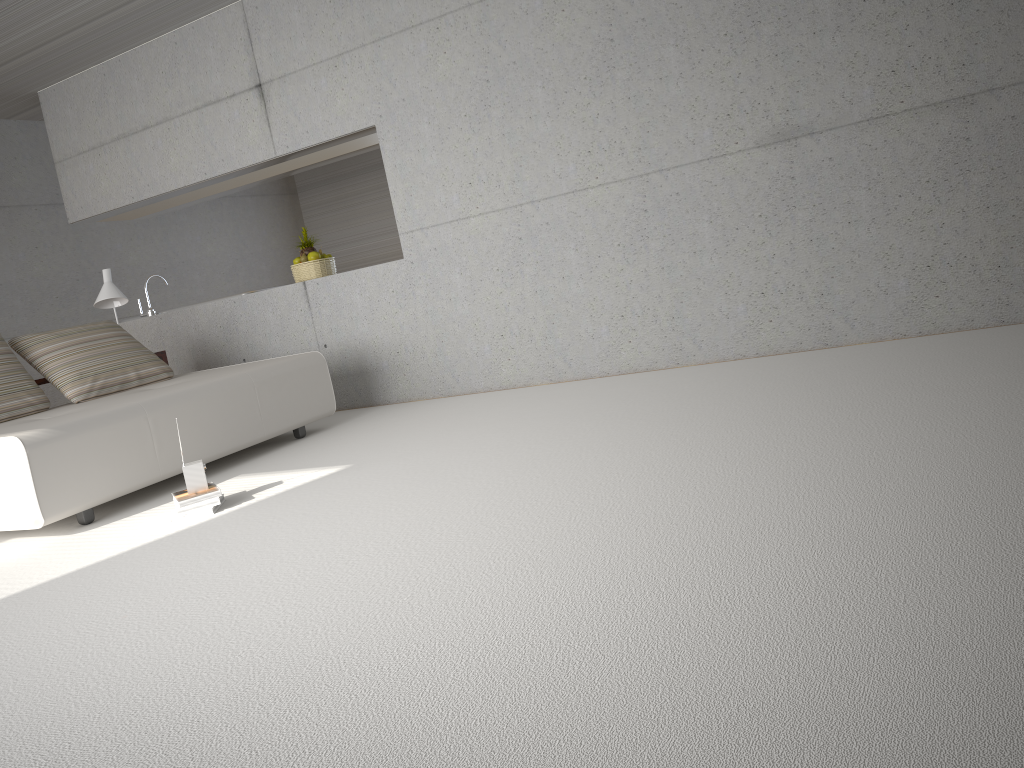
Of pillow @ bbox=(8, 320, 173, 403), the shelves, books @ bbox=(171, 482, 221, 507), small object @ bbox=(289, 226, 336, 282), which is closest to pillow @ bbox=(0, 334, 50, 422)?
pillow @ bbox=(8, 320, 173, 403)

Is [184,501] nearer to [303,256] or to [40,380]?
[40,380]

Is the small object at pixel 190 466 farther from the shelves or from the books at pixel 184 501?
the shelves

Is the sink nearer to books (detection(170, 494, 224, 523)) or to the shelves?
the shelves

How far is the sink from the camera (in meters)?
7.55

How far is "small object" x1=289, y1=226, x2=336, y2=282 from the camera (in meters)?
6.93

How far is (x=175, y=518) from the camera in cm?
400

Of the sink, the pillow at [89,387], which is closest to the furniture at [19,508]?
the pillow at [89,387]

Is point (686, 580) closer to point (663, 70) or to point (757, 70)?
point (757, 70)

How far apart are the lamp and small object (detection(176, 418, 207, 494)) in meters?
3.0 m
